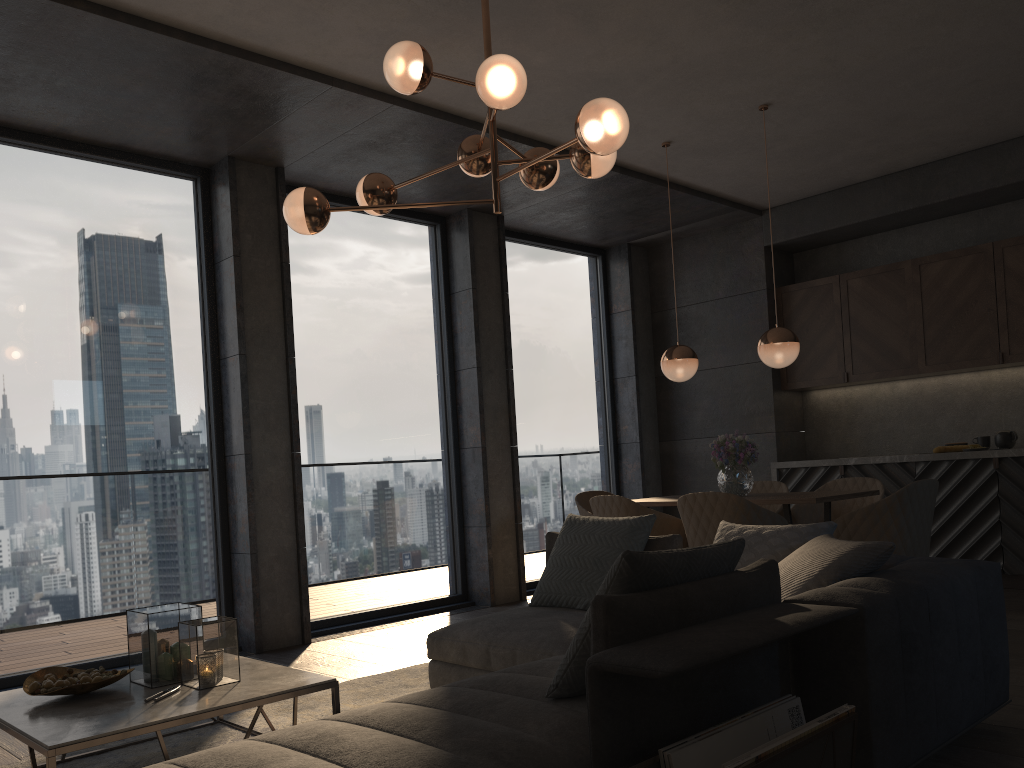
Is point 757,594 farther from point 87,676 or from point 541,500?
point 541,500

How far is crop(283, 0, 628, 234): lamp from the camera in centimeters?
311cm

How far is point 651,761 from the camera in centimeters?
187cm

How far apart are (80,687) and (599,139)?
2.5 meters

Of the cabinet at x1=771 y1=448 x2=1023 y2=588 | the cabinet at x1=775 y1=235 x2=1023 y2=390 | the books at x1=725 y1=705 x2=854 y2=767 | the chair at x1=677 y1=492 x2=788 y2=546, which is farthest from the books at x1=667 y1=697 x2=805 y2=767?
the cabinet at x1=775 y1=235 x2=1023 y2=390

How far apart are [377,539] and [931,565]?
4.1m

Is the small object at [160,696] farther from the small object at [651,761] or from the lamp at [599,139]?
the lamp at [599,139]

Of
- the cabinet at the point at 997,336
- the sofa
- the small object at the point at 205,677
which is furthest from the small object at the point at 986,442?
the small object at the point at 205,677

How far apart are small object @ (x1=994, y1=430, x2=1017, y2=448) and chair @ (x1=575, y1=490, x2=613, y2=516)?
2.9 meters

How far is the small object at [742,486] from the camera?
5.3m
